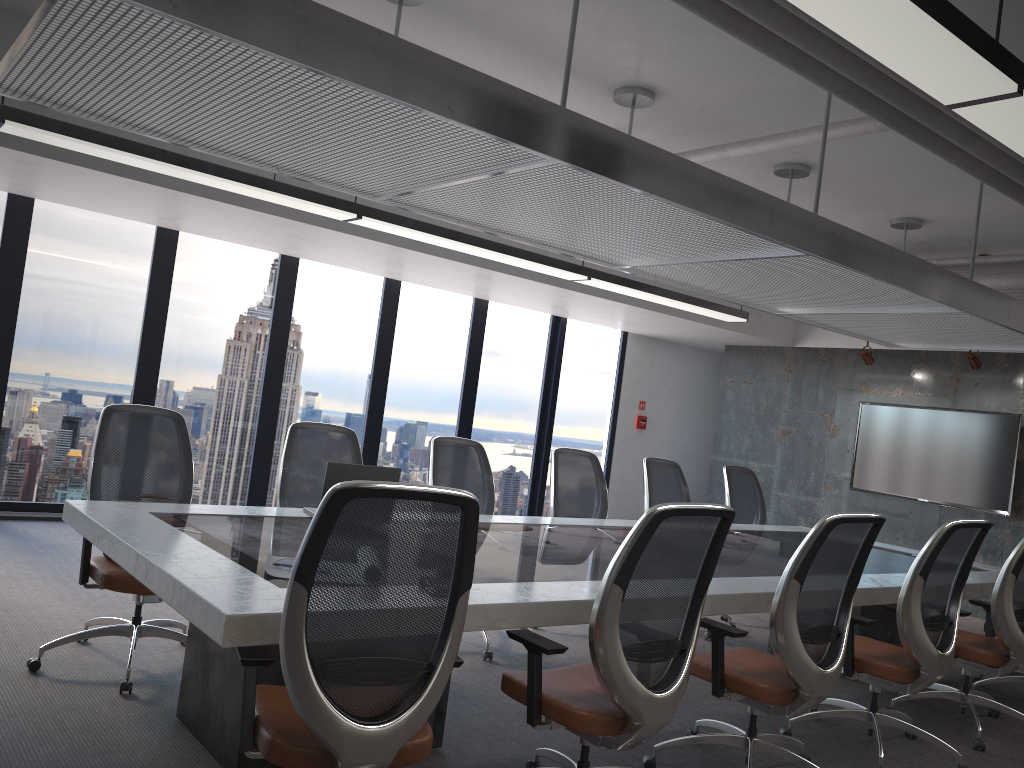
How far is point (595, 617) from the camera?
2.7 meters

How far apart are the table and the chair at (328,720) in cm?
3

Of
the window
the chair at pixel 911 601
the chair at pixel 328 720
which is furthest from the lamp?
the window

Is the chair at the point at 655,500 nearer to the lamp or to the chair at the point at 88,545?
the lamp

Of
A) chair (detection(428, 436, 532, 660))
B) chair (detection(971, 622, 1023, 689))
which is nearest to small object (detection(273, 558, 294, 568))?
chair (detection(428, 436, 532, 660))

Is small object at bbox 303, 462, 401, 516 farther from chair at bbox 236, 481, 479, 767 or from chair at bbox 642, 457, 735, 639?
chair at bbox 642, 457, 735, 639

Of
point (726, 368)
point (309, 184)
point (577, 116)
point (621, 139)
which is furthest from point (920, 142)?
point (726, 368)

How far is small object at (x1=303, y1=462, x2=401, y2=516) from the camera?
4.12m

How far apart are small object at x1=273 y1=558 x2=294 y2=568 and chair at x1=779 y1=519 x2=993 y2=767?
2.6 meters

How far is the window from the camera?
7.22m
